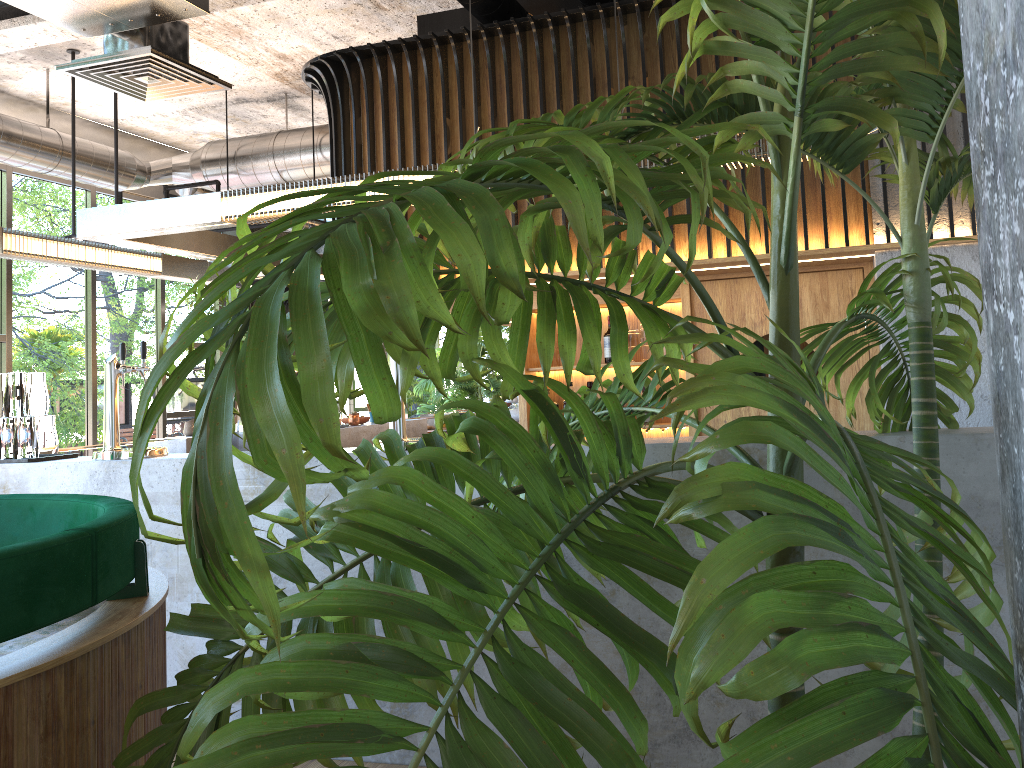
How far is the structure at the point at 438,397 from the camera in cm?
1450

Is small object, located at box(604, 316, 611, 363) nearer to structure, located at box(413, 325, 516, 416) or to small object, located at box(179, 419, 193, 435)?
small object, located at box(179, 419, 193, 435)

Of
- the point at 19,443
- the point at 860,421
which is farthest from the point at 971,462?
the point at 19,443

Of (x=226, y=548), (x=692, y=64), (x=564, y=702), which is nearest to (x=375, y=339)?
(x=226, y=548)

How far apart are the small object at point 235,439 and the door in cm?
320

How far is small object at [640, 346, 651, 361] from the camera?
5.4 meters

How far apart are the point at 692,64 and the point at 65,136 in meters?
5.9 m

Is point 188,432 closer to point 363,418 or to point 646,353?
point 363,418

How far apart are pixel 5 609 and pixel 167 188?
7.9m

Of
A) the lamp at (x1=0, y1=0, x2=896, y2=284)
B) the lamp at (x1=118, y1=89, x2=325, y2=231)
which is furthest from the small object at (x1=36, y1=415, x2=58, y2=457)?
the lamp at (x1=118, y1=89, x2=325, y2=231)
